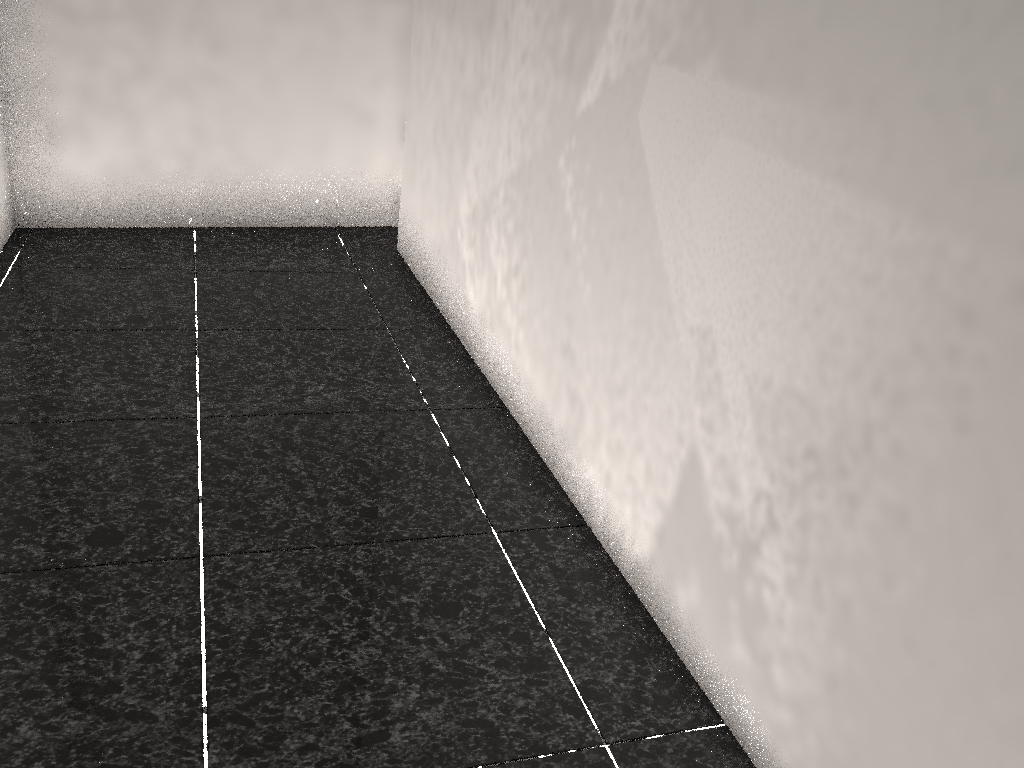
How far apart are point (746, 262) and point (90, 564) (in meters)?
1.29

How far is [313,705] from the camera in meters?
1.4 m
